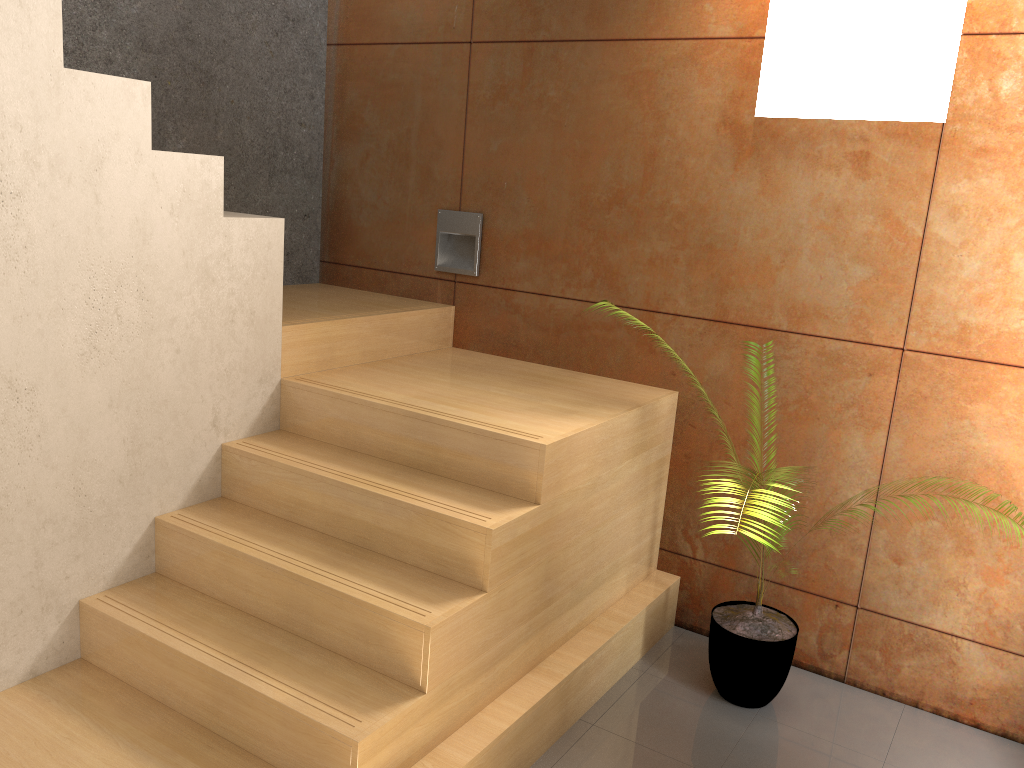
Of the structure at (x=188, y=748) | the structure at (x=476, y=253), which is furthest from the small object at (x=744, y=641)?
the structure at (x=476, y=253)

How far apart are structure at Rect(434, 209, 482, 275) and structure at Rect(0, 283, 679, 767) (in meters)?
0.17

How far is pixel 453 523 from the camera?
2.4m

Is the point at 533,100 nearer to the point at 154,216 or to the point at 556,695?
the point at 154,216

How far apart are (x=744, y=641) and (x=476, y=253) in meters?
1.9

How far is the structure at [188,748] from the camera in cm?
220

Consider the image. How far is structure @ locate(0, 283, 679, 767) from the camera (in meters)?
2.20

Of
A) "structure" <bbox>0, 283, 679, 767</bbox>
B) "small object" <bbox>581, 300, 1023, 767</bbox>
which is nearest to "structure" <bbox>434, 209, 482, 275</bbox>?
"structure" <bbox>0, 283, 679, 767</bbox>

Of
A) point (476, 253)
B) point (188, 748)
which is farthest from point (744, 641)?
point (476, 253)

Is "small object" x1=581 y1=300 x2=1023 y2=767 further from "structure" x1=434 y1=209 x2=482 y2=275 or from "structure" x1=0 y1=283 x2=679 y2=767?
"structure" x1=434 y1=209 x2=482 y2=275
